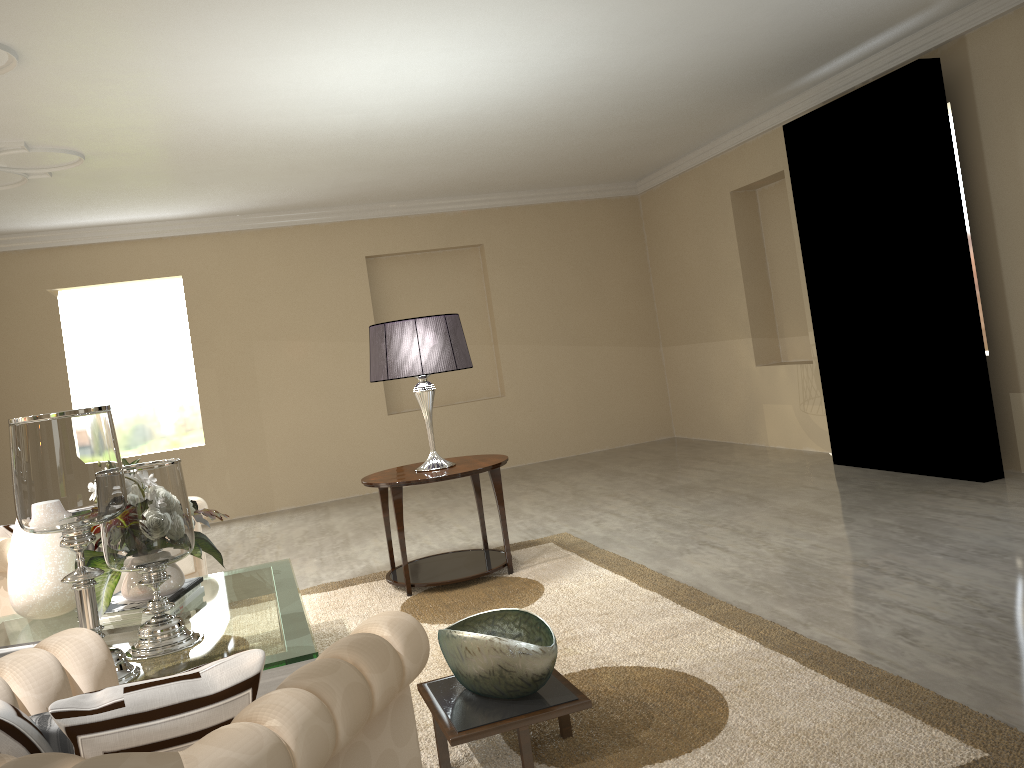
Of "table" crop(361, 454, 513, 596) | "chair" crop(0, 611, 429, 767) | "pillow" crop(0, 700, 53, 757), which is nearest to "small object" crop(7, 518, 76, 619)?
"table" crop(361, 454, 513, 596)

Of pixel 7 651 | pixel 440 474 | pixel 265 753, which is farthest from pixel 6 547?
pixel 265 753

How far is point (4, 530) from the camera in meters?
3.6 m

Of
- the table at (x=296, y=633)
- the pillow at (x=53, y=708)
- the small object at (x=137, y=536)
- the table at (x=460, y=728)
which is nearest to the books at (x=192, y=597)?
the table at (x=296, y=633)

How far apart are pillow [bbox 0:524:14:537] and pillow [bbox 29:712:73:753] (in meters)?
2.53

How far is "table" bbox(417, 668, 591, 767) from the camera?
2.0 meters

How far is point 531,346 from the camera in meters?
7.7

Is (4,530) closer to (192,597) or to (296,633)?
(192,597)

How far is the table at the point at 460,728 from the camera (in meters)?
2.01

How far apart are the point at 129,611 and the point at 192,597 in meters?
0.3 m
